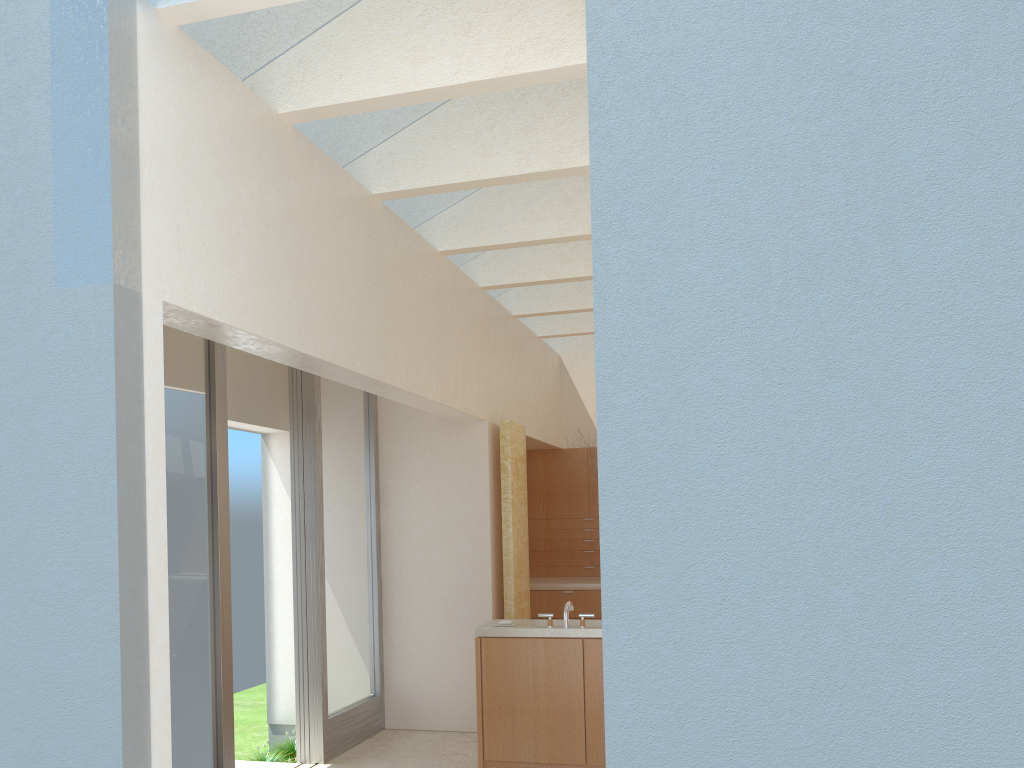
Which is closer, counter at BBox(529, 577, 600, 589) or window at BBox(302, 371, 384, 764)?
window at BBox(302, 371, 384, 764)

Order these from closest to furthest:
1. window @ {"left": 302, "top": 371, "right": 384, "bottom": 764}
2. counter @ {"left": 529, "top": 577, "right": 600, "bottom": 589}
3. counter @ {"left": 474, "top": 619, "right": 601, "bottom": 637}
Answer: counter @ {"left": 474, "top": 619, "right": 601, "bottom": 637} < window @ {"left": 302, "top": 371, "right": 384, "bottom": 764} < counter @ {"left": 529, "top": 577, "right": 600, "bottom": 589}

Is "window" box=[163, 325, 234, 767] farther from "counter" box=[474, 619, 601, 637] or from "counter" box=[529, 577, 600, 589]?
"counter" box=[529, 577, 600, 589]

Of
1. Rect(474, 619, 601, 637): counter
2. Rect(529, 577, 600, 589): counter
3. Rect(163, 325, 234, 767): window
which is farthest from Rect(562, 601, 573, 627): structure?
Rect(529, 577, 600, 589): counter

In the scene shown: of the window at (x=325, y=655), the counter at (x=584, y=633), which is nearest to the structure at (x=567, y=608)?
the counter at (x=584, y=633)

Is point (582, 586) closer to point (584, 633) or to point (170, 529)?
point (584, 633)

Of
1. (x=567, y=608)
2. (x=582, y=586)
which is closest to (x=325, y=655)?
(x=567, y=608)

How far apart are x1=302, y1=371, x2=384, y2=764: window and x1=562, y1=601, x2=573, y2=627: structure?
4.0m

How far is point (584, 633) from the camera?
12.5m

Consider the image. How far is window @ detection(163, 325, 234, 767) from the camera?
10.7 meters
